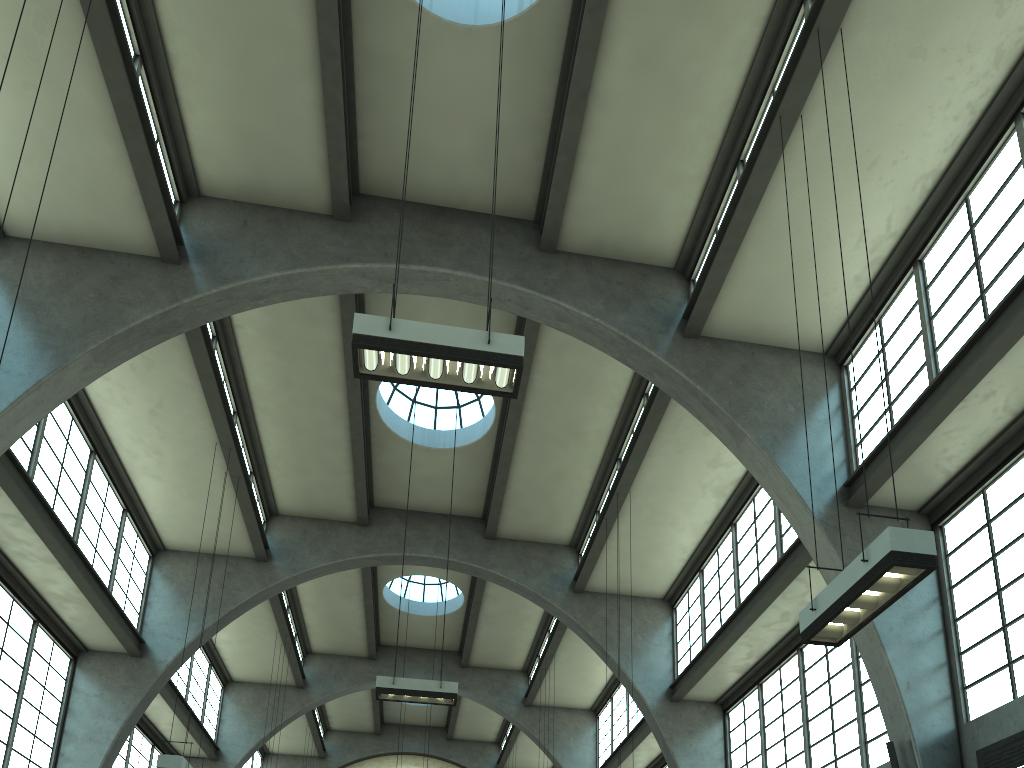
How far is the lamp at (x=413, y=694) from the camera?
13.8m

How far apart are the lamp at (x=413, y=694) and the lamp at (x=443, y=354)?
7.5m

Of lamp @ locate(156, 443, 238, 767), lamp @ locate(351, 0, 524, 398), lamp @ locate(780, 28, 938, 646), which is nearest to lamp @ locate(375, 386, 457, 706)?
lamp @ locate(156, 443, 238, 767)

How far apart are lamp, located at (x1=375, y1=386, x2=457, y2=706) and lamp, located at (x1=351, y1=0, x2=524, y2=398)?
7.5 meters

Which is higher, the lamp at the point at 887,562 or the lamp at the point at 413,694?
the lamp at the point at 413,694

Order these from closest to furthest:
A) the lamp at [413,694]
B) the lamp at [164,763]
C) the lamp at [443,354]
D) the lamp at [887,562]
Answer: the lamp at [887,562] < the lamp at [443,354] < the lamp at [164,763] < the lamp at [413,694]

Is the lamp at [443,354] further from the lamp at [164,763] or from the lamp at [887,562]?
the lamp at [164,763]

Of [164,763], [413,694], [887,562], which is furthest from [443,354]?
[164,763]

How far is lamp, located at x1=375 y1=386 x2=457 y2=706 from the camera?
13.8m

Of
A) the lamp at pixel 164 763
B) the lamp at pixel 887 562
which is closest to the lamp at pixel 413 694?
the lamp at pixel 164 763
